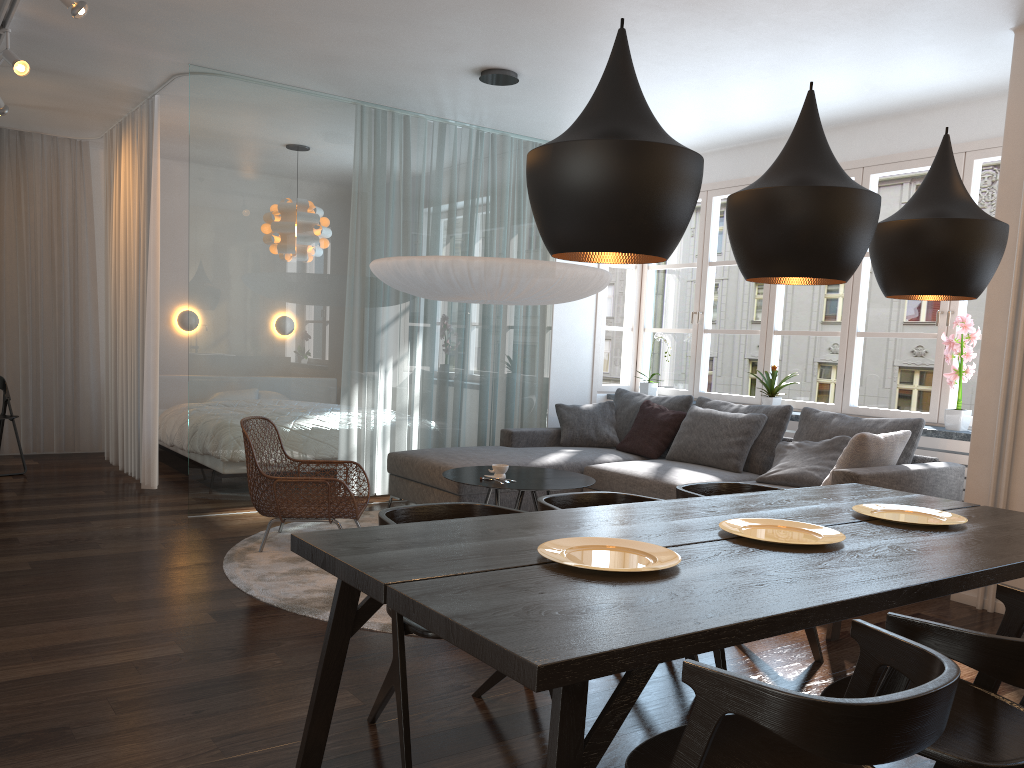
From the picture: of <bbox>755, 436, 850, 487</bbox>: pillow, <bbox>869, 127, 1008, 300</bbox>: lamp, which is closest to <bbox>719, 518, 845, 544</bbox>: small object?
<bbox>869, 127, 1008, 300</bbox>: lamp

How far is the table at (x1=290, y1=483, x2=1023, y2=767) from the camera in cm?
157

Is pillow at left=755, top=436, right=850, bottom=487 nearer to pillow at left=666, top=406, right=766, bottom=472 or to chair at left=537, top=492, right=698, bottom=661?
pillow at left=666, top=406, right=766, bottom=472

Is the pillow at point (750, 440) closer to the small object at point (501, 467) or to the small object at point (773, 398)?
the small object at point (773, 398)

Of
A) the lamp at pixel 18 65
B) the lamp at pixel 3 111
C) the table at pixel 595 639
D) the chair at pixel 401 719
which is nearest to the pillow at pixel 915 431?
the table at pixel 595 639

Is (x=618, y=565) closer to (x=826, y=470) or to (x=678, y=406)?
(x=826, y=470)

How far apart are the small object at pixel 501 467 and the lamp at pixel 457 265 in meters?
1.0 m

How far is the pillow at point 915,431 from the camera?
5.03m

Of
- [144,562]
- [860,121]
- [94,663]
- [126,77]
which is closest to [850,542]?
[94,663]

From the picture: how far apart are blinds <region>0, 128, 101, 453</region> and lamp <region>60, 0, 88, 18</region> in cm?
428
